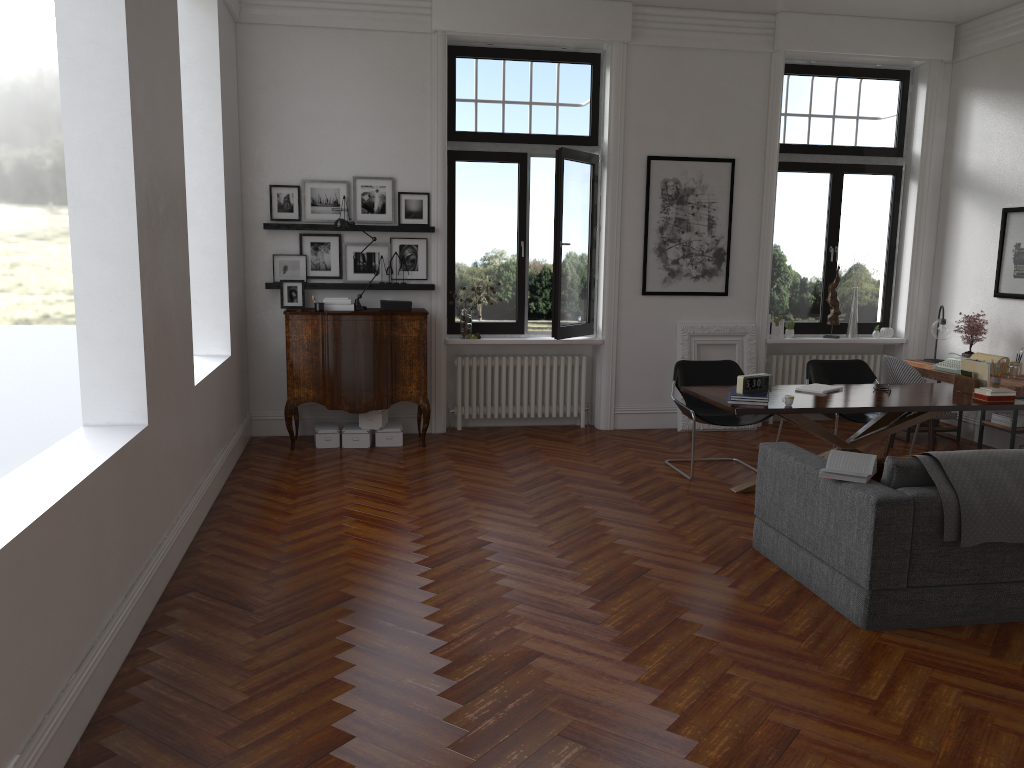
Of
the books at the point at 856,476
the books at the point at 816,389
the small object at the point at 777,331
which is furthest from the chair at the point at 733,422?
the books at the point at 856,476

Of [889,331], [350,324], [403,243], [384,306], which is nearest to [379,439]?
[350,324]

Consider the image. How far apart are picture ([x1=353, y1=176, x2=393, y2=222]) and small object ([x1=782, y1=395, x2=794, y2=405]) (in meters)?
4.06

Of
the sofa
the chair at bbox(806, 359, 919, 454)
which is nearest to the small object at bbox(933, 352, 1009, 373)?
the chair at bbox(806, 359, 919, 454)

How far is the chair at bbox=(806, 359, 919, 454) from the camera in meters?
7.4

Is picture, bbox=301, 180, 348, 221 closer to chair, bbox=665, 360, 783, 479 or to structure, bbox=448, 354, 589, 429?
structure, bbox=448, 354, 589, 429

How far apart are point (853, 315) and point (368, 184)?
5.1m

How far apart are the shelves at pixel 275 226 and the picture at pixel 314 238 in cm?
16

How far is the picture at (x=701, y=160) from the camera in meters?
8.6 m

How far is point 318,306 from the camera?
7.6 meters
